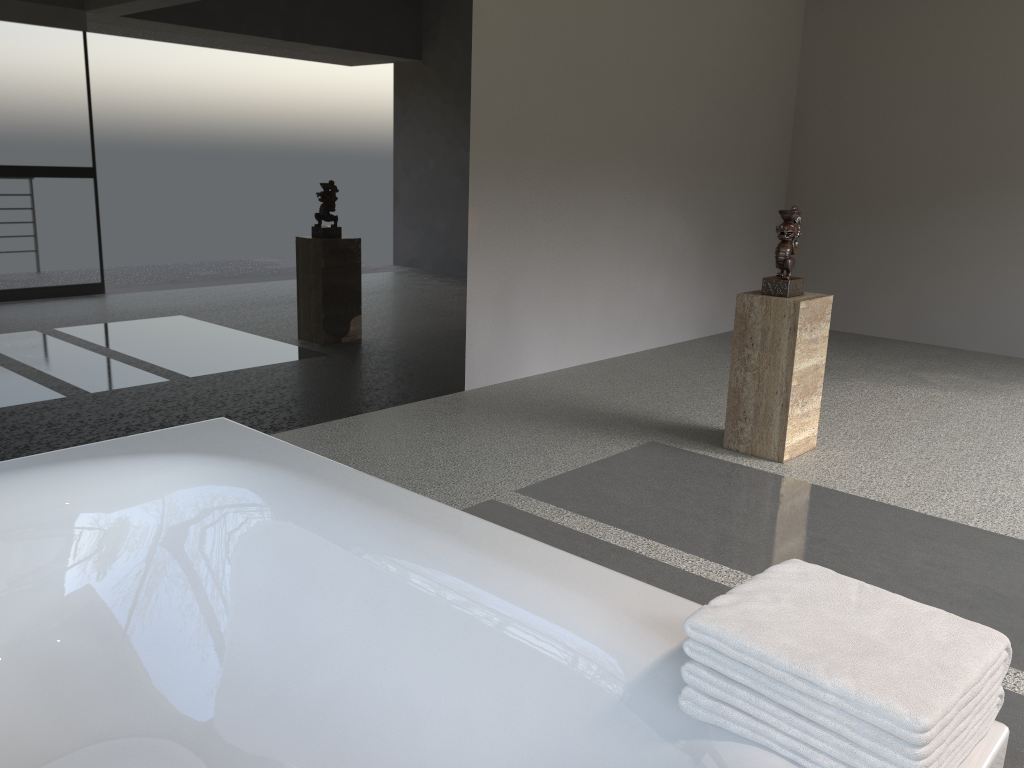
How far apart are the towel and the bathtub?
0.0 meters

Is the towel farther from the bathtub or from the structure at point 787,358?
the structure at point 787,358

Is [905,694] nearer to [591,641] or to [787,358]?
[591,641]

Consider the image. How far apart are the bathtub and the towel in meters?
0.0 m

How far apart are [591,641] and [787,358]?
2.57m

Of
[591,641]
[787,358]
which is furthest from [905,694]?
[787,358]

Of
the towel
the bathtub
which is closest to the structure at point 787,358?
the bathtub

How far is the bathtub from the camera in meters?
1.4

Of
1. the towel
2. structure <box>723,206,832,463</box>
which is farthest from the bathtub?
structure <box>723,206,832,463</box>

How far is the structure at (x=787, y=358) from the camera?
3.70m
